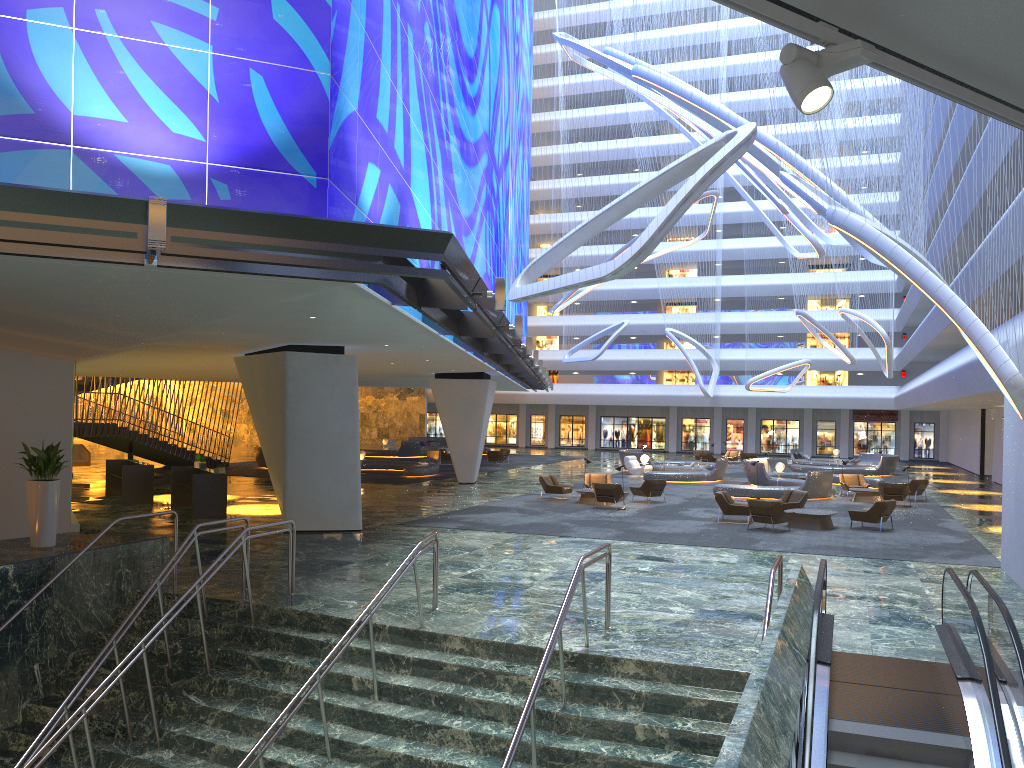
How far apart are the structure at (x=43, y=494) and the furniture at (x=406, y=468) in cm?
1963

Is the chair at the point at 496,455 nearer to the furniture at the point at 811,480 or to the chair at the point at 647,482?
the furniture at the point at 811,480

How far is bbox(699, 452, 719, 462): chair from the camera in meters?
48.4 m

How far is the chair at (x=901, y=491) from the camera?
27.7 meters

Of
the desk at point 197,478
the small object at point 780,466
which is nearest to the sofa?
the desk at point 197,478

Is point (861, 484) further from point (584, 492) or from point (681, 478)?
point (584, 492)

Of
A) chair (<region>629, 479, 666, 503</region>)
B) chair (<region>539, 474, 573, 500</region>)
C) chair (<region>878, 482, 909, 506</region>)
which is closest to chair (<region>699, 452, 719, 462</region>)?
chair (<region>878, 482, 909, 506</region>)

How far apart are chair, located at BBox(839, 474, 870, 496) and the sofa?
28.2 meters

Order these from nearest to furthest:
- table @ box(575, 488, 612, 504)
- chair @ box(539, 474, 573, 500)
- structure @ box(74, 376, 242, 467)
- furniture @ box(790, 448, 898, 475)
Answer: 1. table @ box(575, 488, 612, 504)
2. chair @ box(539, 474, 573, 500)
3. structure @ box(74, 376, 242, 467)
4. furniture @ box(790, 448, 898, 475)

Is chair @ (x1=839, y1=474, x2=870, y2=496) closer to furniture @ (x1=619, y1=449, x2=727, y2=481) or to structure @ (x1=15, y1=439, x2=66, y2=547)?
furniture @ (x1=619, y1=449, x2=727, y2=481)
